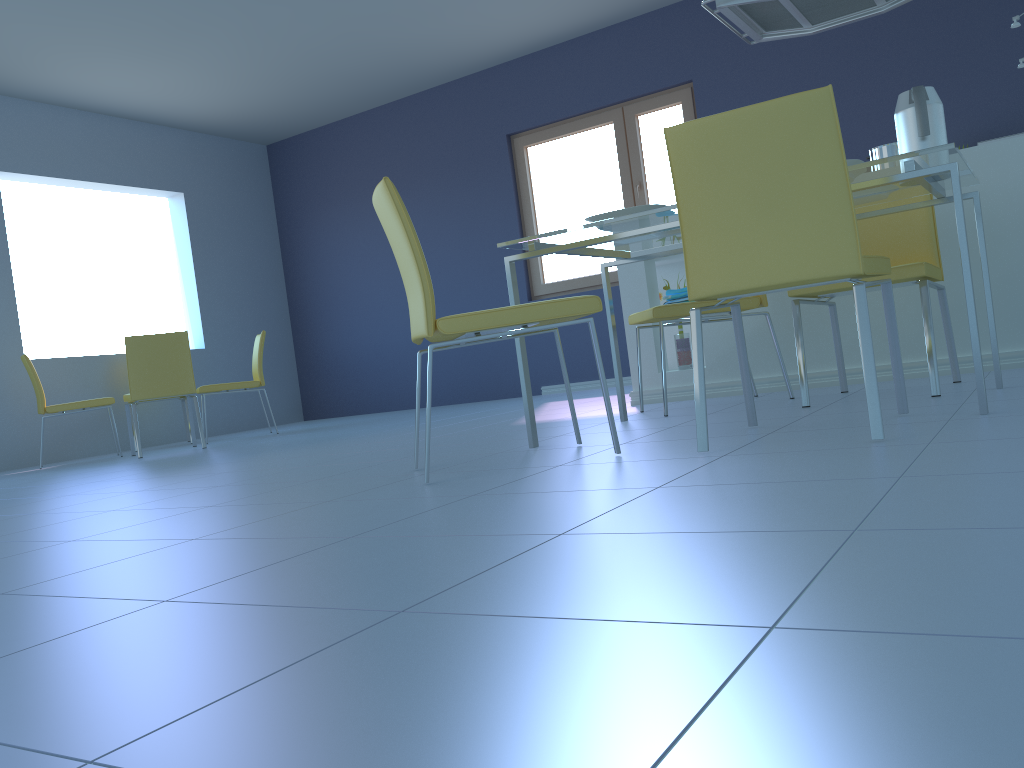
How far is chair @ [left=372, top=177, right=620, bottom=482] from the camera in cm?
200

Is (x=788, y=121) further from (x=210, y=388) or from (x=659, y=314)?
(x=210, y=388)

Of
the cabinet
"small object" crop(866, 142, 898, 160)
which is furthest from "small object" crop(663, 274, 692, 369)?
"small object" crop(866, 142, 898, 160)

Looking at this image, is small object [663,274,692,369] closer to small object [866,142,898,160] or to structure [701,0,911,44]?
small object [866,142,898,160]

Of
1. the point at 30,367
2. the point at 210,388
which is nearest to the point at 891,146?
the point at 210,388

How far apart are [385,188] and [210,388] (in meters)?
4.16

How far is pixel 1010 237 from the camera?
3.11m

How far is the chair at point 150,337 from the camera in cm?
508

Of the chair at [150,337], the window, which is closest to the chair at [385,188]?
the chair at [150,337]

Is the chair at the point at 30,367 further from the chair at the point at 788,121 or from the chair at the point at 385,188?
the chair at the point at 788,121
